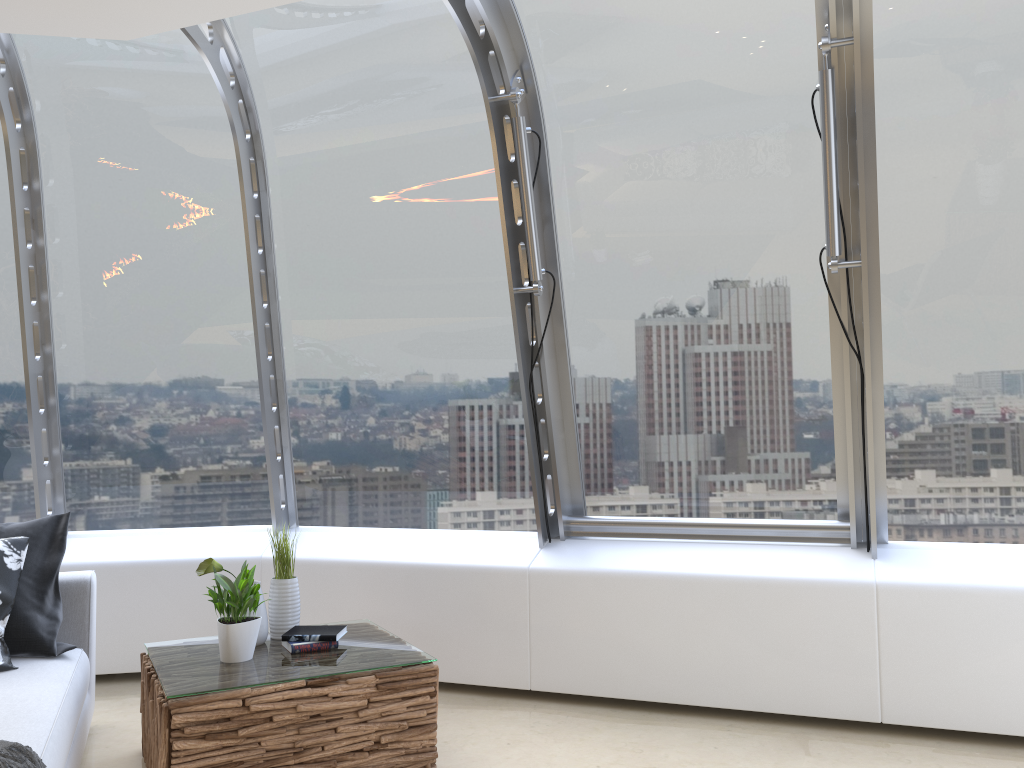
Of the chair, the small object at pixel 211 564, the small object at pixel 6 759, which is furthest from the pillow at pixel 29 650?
the small object at pixel 6 759

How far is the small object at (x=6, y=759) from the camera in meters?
2.2 m

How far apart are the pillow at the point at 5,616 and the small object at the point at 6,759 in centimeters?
92cm

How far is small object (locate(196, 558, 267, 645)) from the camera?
3.50m

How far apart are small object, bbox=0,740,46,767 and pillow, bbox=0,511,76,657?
1.11m

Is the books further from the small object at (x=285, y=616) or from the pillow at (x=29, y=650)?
the pillow at (x=29, y=650)

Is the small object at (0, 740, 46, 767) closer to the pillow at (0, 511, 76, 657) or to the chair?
the chair

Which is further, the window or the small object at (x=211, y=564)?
the window

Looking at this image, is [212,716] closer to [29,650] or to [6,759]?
[6,759]

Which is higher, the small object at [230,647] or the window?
the window
